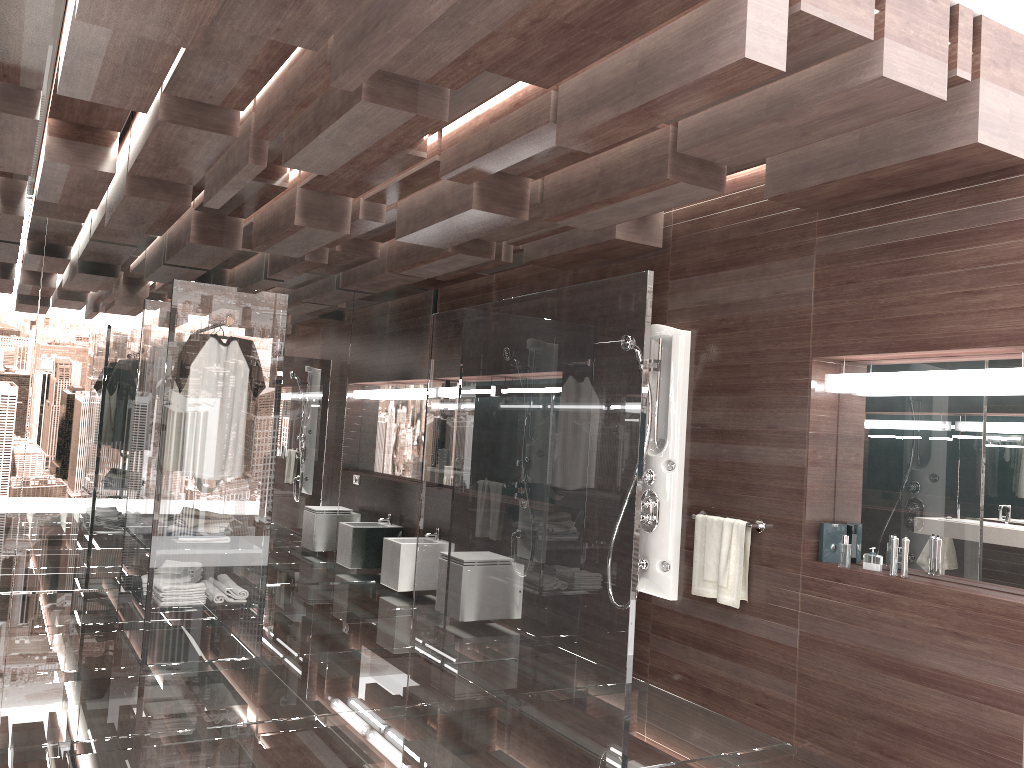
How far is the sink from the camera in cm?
670

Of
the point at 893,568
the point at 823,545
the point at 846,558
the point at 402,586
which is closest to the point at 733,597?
the point at 823,545

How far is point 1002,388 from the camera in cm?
333

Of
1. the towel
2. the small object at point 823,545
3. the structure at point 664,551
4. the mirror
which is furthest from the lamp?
the structure at point 664,551

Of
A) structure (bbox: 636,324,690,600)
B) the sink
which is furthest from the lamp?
the sink

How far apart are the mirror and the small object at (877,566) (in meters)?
0.09

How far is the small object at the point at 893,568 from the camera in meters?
3.7

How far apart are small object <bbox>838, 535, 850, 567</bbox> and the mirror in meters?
0.2 m

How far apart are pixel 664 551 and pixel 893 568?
1.31m

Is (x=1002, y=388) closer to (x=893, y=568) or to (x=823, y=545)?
(x=893, y=568)
